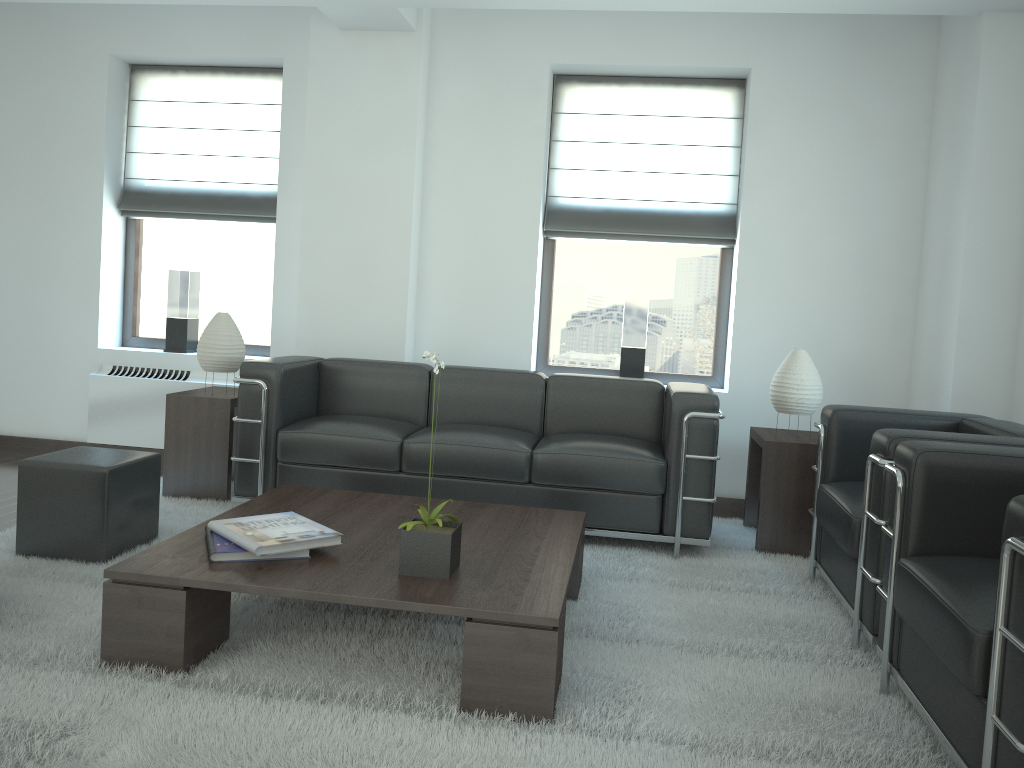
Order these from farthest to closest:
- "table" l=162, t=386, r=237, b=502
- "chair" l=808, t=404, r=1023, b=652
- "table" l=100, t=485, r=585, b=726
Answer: "table" l=162, t=386, r=237, b=502 < "chair" l=808, t=404, r=1023, b=652 < "table" l=100, t=485, r=585, b=726

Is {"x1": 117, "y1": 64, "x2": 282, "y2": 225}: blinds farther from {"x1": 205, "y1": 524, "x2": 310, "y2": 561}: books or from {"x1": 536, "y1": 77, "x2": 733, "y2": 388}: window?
{"x1": 205, "y1": 524, "x2": 310, "y2": 561}: books

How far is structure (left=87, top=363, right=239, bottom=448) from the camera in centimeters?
809cm

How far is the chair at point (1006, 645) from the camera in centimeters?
279cm

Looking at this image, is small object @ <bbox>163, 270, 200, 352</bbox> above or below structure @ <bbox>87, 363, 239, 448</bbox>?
above

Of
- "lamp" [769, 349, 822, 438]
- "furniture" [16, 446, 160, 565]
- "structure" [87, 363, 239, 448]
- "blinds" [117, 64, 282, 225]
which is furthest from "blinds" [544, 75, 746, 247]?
"furniture" [16, 446, 160, 565]

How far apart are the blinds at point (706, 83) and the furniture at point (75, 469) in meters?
3.9

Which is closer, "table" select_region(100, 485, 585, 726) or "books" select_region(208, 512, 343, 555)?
"table" select_region(100, 485, 585, 726)

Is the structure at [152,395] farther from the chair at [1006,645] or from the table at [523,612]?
the chair at [1006,645]

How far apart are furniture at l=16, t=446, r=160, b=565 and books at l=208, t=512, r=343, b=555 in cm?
123
